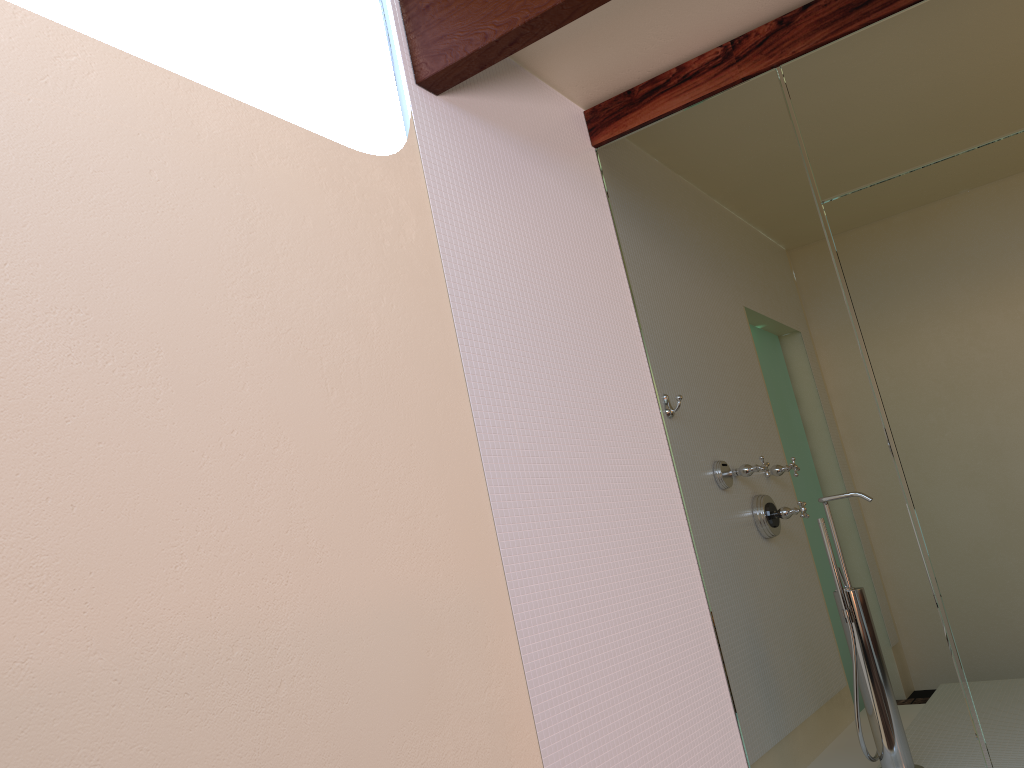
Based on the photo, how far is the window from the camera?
2.25m

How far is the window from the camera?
2.25m

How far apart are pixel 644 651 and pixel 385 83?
1.6 meters
